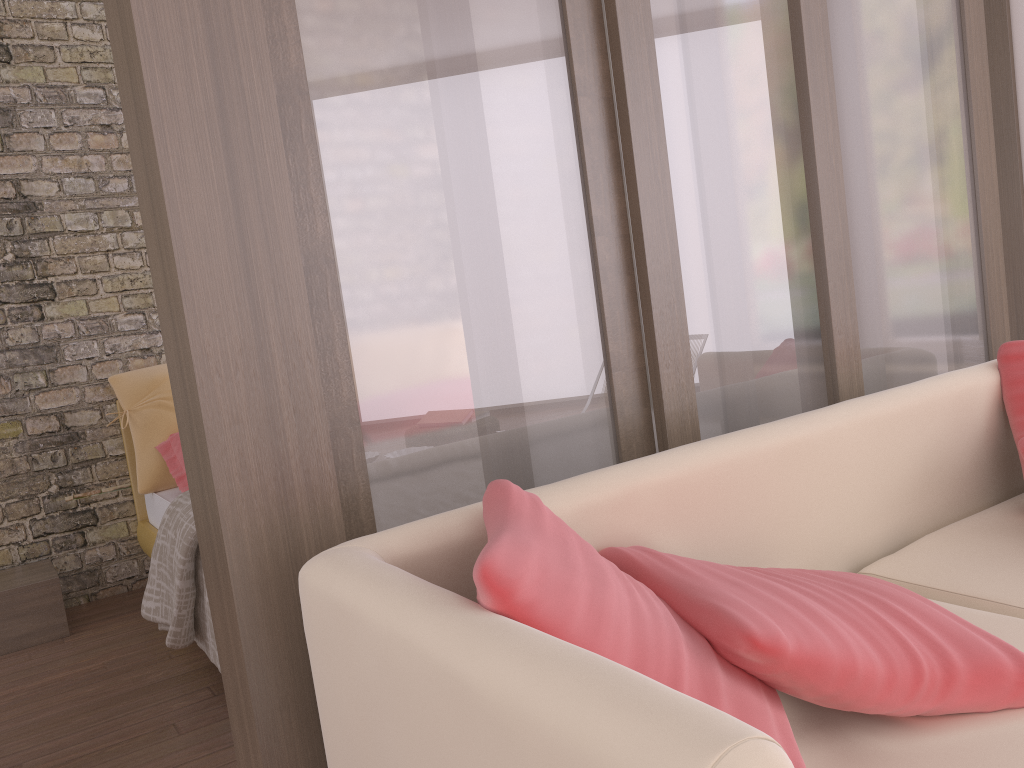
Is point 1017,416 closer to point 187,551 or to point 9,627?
point 187,551

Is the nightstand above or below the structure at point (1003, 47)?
below

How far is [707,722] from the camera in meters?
0.7 m

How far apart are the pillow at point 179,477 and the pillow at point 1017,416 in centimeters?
284cm

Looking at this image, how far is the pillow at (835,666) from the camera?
1.11m

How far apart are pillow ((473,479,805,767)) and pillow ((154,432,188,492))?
2.5m

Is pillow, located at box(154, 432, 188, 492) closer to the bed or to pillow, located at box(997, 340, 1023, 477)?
the bed

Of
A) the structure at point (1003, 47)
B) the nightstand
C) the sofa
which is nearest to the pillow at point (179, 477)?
the nightstand

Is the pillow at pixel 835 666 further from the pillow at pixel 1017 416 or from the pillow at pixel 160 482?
the pillow at pixel 160 482

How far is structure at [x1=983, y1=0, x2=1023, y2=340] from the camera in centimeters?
352cm
